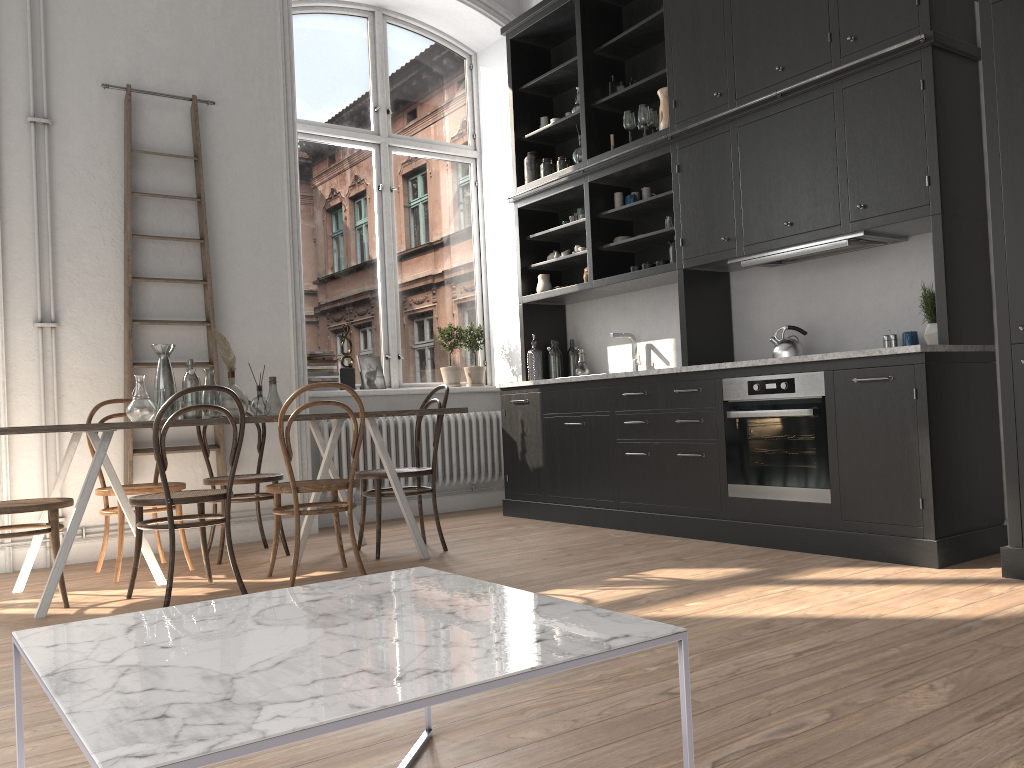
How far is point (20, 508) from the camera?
3.7m

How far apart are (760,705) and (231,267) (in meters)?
4.49

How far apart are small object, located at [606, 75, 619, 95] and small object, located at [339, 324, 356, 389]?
2.6m

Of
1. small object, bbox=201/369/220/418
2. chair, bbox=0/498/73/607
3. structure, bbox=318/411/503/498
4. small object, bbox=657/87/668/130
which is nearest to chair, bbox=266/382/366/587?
small object, bbox=201/369/220/418

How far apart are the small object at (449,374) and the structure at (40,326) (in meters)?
2.76

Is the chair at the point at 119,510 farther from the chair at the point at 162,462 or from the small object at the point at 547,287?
the small object at the point at 547,287

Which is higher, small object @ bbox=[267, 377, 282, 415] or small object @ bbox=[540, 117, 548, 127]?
small object @ bbox=[540, 117, 548, 127]

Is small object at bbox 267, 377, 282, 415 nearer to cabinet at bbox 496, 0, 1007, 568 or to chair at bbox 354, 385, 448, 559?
chair at bbox 354, 385, 448, 559

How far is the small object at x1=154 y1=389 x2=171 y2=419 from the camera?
4.3m

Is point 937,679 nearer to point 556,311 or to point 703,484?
point 703,484
